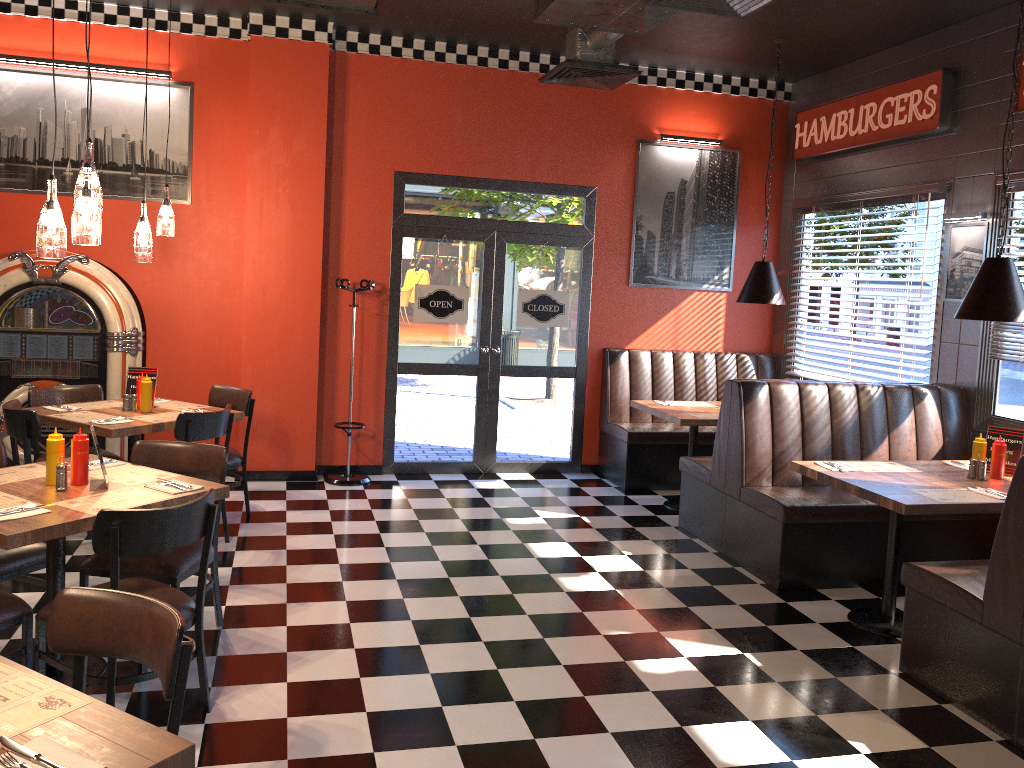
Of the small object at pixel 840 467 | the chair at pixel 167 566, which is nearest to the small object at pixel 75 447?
the chair at pixel 167 566

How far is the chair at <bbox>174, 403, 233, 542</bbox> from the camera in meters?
5.1 m

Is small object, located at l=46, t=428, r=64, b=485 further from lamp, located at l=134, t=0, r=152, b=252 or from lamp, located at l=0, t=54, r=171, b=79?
lamp, located at l=0, t=54, r=171, b=79

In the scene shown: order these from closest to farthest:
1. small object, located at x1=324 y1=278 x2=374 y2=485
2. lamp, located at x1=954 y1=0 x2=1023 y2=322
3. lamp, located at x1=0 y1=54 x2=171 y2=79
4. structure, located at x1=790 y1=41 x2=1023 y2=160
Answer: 1. lamp, located at x1=954 y1=0 x2=1023 y2=322
2. structure, located at x1=790 y1=41 x2=1023 y2=160
3. lamp, located at x1=0 y1=54 x2=171 y2=79
4. small object, located at x1=324 y1=278 x2=374 y2=485

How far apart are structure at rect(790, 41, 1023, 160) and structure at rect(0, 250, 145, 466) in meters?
5.6

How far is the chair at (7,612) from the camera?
3.3 meters

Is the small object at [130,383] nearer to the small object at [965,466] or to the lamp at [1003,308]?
the lamp at [1003,308]

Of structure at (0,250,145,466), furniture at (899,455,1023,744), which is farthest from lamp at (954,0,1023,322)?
structure at (0,250,145,466)

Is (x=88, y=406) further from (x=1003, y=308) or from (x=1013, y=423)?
(x=1013, y=423)

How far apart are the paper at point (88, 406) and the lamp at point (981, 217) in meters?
5.8
